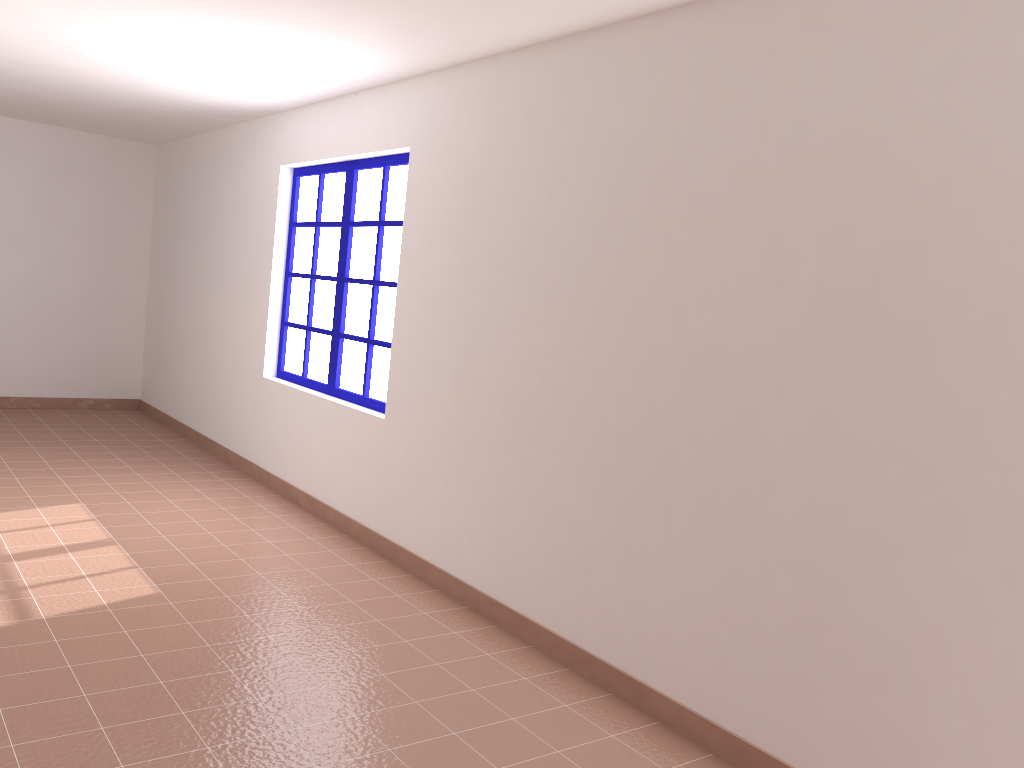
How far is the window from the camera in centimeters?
504cm

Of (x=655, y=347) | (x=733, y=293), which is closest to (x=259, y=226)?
(x=655, y=347)

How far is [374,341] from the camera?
5.04m

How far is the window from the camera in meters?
5.0 m
